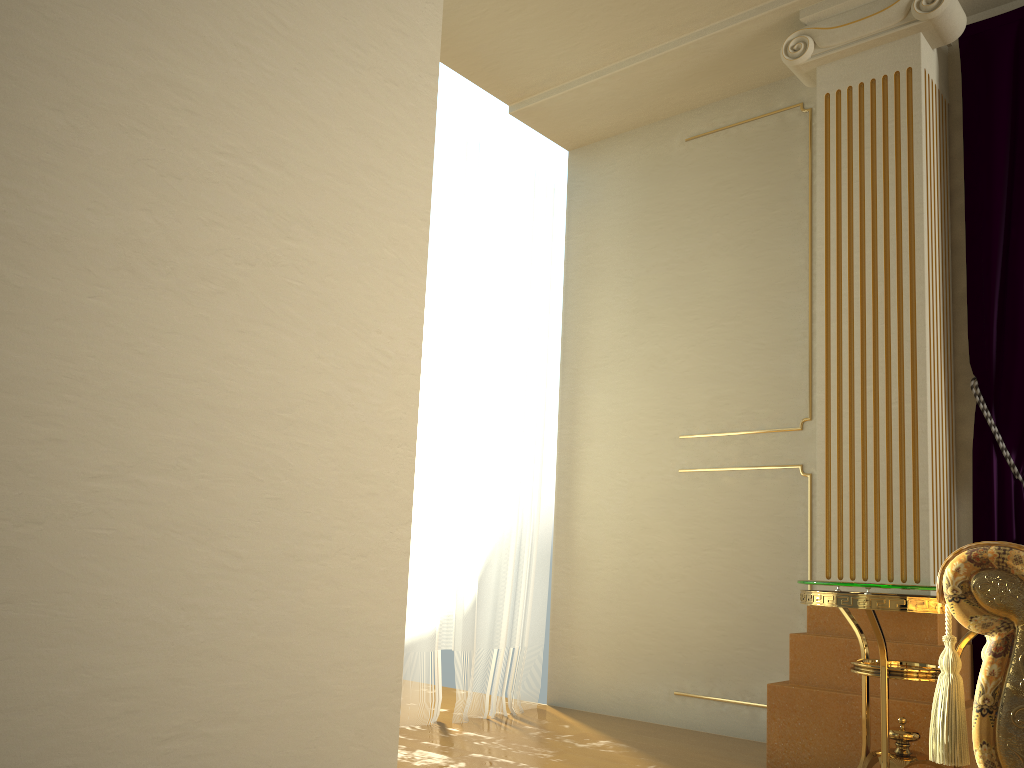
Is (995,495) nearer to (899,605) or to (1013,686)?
(899,605)

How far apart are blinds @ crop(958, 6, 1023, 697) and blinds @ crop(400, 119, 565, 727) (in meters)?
1.78

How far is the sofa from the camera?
1.7m

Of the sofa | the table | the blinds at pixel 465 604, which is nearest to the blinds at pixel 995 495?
the table

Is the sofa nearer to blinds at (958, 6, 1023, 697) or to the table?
the table

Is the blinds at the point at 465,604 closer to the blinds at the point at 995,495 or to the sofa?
the blinds at the point at 995,495

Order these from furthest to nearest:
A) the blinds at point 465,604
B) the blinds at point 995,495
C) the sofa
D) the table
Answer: the blinds at point 465,604 < the blinds at point 995,495 < the table < the sofa

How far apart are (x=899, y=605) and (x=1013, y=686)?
0.59m

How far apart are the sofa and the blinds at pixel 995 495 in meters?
0.9

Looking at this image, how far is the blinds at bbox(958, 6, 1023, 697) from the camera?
2.9m
